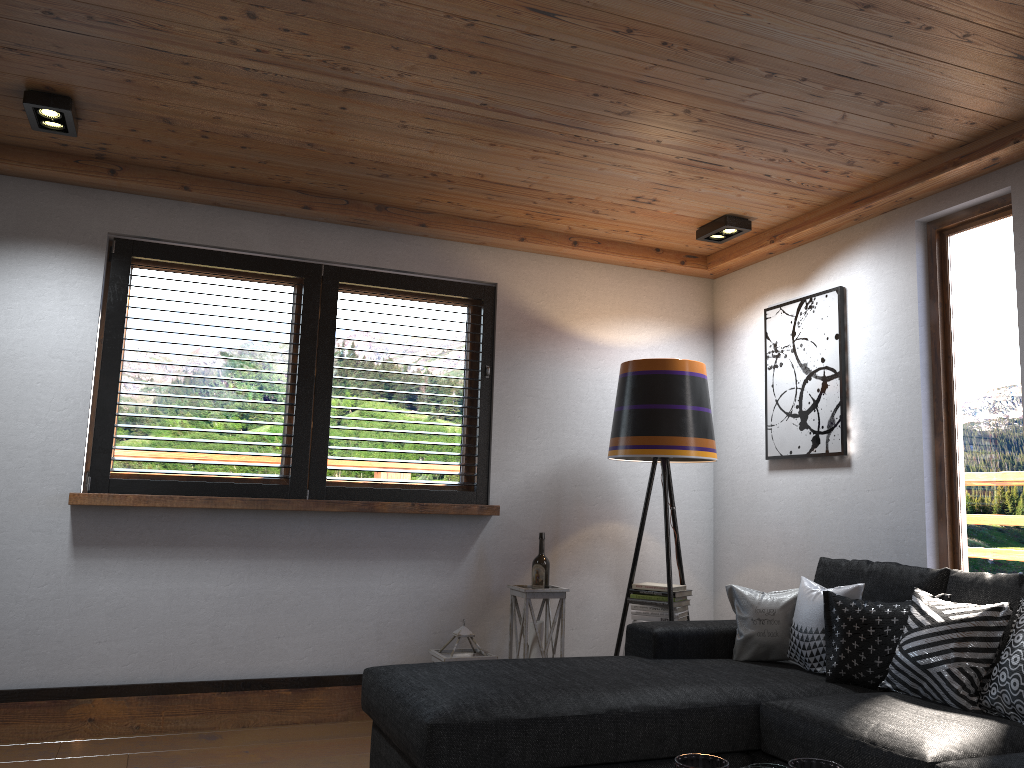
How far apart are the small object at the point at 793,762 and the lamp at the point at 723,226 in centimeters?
299cm

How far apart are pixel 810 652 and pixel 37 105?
3.38m

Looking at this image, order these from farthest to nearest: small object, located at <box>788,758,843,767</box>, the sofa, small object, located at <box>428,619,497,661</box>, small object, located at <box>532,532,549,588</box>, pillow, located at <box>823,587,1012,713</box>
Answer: small object, located at <box>532,532,549,588</box> → small object, located at <box>428,619,497,661</box> → pillow, located at <box>823,587,1012,713</box> → the sofa → small object, located at <box>788,758,843,767</box>

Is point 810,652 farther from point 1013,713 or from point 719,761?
point 719,761

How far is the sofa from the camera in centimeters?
235cm

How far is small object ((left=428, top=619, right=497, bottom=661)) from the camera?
3.98m

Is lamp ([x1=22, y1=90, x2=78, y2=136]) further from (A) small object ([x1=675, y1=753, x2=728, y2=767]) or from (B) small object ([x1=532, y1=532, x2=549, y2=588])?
(A) small object ([x1=675, y1=753, x2=728, y2=767])

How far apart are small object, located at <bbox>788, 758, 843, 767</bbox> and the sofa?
0.7 meters

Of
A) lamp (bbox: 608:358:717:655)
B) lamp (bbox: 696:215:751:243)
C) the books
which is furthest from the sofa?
lamp (bbox: 696:215:751:243)

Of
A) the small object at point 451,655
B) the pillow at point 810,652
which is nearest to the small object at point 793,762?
the pillow at point 810,652
